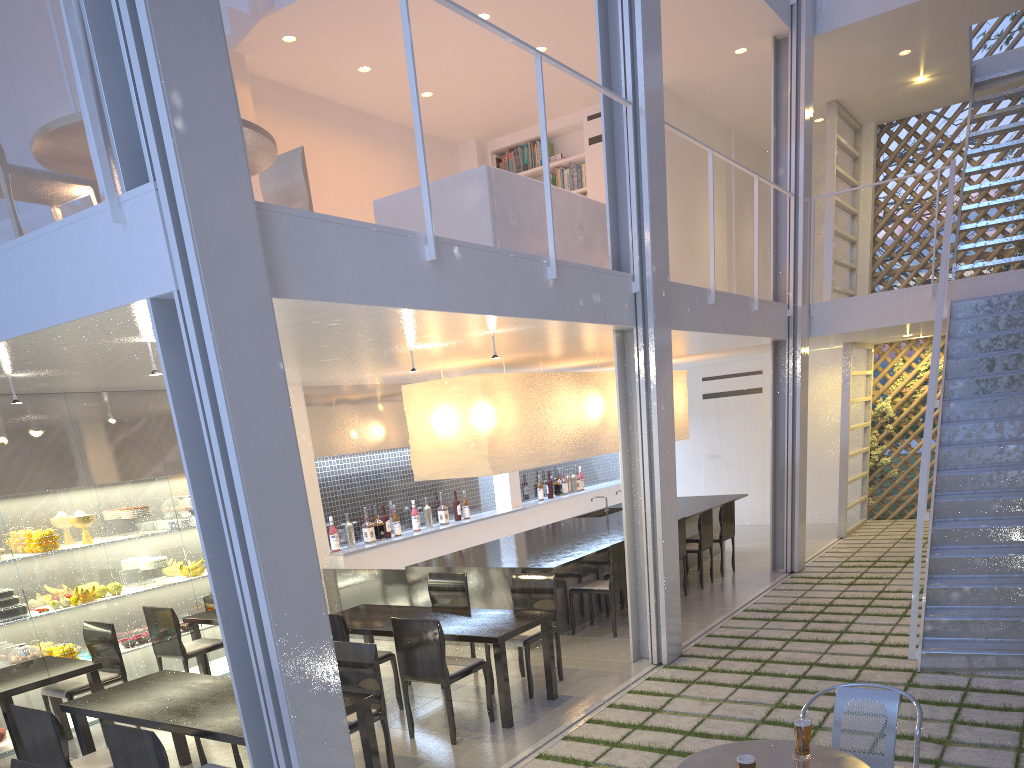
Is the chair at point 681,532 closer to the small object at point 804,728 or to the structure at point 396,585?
A: the structure at point 396,585

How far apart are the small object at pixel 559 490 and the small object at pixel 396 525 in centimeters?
184cm

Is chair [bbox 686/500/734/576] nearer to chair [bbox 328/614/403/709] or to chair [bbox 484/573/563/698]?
chair [bbox 484/573/563/698]

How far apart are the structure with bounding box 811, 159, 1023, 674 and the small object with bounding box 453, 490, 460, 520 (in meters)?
2.79

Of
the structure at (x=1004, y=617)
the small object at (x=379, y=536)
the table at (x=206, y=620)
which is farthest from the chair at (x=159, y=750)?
the small object at (x=379, y=536)

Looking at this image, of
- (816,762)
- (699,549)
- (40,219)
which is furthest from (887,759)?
(40,219)

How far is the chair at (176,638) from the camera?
3.2 meters

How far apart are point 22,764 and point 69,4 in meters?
1.3 m

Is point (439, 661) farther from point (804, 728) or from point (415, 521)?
point (415, 521)

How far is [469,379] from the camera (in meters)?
3.77
